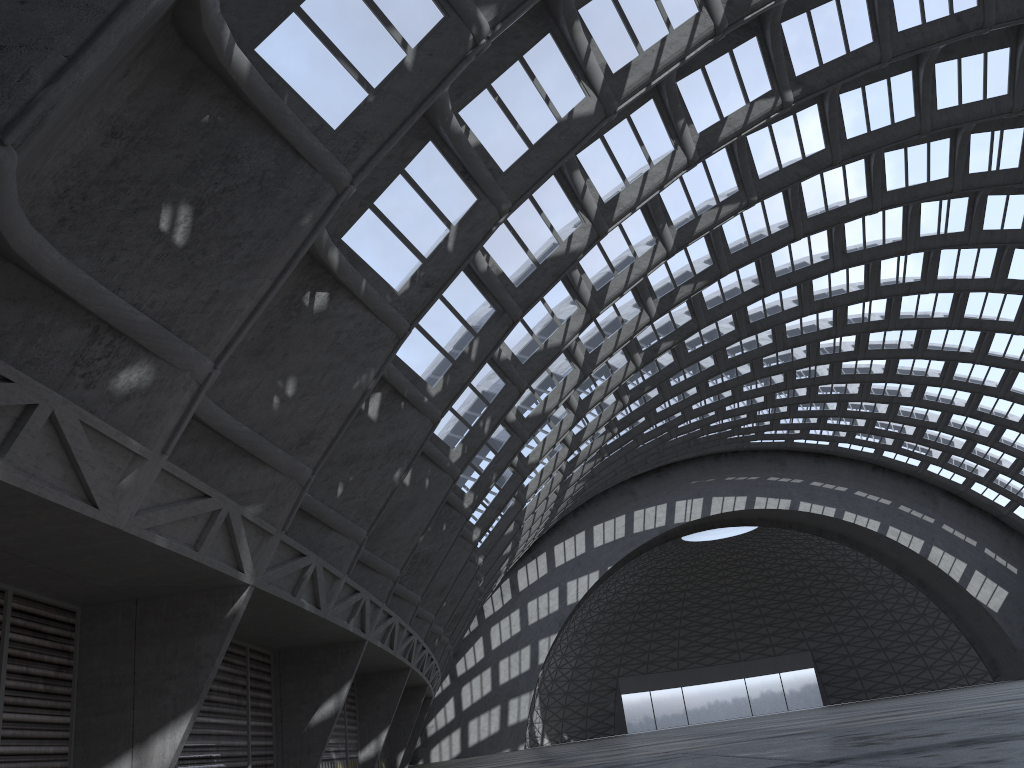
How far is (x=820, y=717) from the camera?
17.5m

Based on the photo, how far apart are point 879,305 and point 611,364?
16.4 meters
